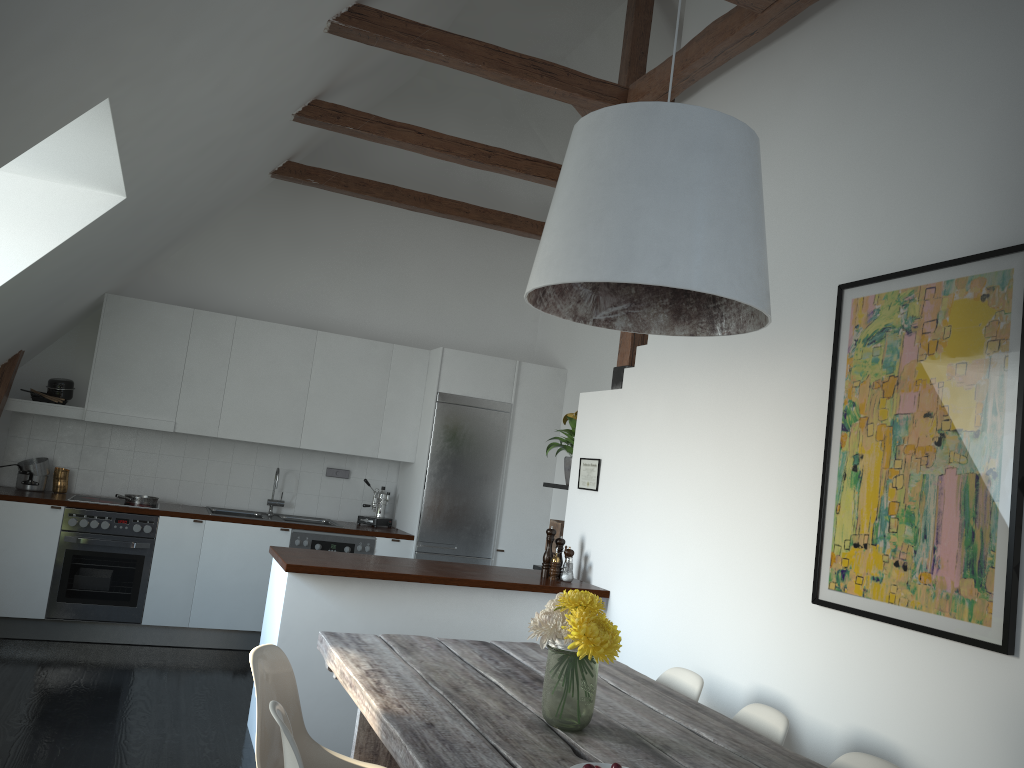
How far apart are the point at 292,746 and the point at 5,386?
4.8 meters

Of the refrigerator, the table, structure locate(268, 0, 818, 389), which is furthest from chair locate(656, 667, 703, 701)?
the refrigerator

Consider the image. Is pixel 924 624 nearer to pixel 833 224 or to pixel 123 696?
pixel 833 224

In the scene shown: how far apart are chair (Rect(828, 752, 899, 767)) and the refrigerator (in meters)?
4.44

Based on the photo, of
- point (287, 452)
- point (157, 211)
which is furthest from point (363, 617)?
point (287, 452)

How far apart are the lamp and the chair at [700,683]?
1.33m

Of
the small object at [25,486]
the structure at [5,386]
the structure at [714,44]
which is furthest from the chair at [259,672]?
the small object at [25,486]

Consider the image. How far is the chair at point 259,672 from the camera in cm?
272

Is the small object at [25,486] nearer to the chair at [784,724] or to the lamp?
the lamp

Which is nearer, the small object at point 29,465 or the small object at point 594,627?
the small object at point 594,627
